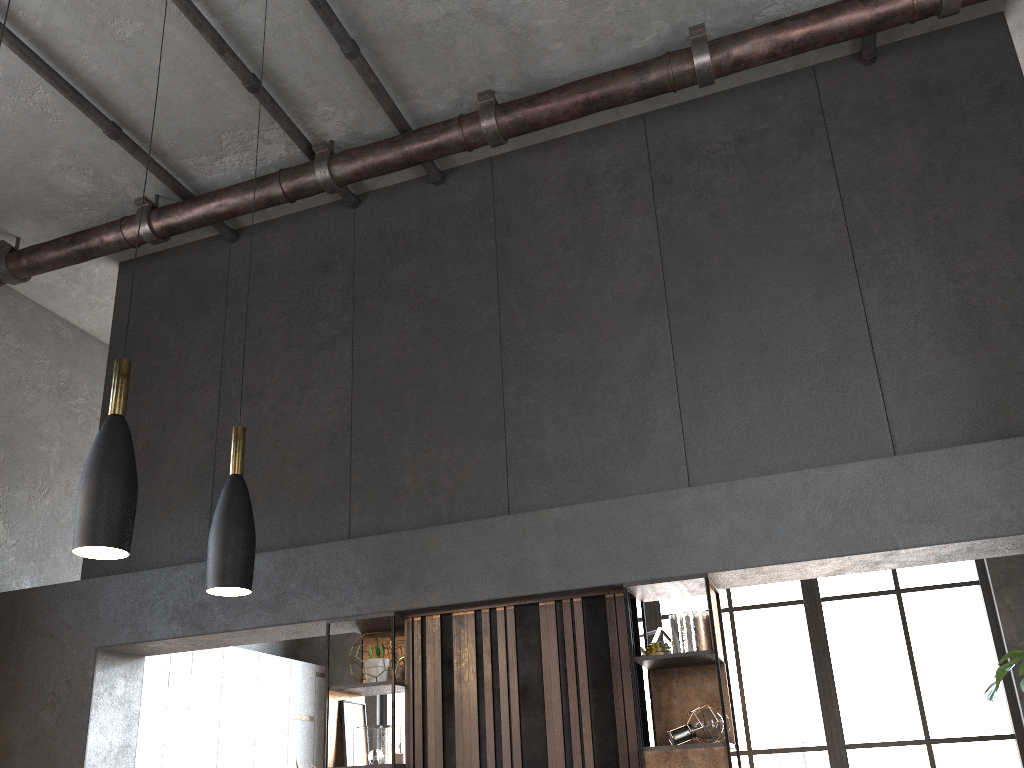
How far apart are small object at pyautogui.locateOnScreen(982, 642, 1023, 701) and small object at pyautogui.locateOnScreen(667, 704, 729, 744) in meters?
1.5

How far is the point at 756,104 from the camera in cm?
535

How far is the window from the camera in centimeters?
739cm

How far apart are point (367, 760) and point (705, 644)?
1.82m

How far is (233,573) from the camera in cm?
296

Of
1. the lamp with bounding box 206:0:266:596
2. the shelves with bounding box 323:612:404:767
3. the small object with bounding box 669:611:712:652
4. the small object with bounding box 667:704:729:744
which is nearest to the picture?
the shelves with bounding box 323:612:404:767

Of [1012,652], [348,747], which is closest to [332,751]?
[348,747]

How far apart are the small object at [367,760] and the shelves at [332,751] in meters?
0.1 m

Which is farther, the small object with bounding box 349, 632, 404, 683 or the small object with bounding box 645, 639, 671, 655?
the small object with bounding box 349, 632, 404, 683

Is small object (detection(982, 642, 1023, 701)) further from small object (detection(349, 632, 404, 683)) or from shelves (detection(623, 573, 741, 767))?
small object (detection(349, 632, 404, 683))
